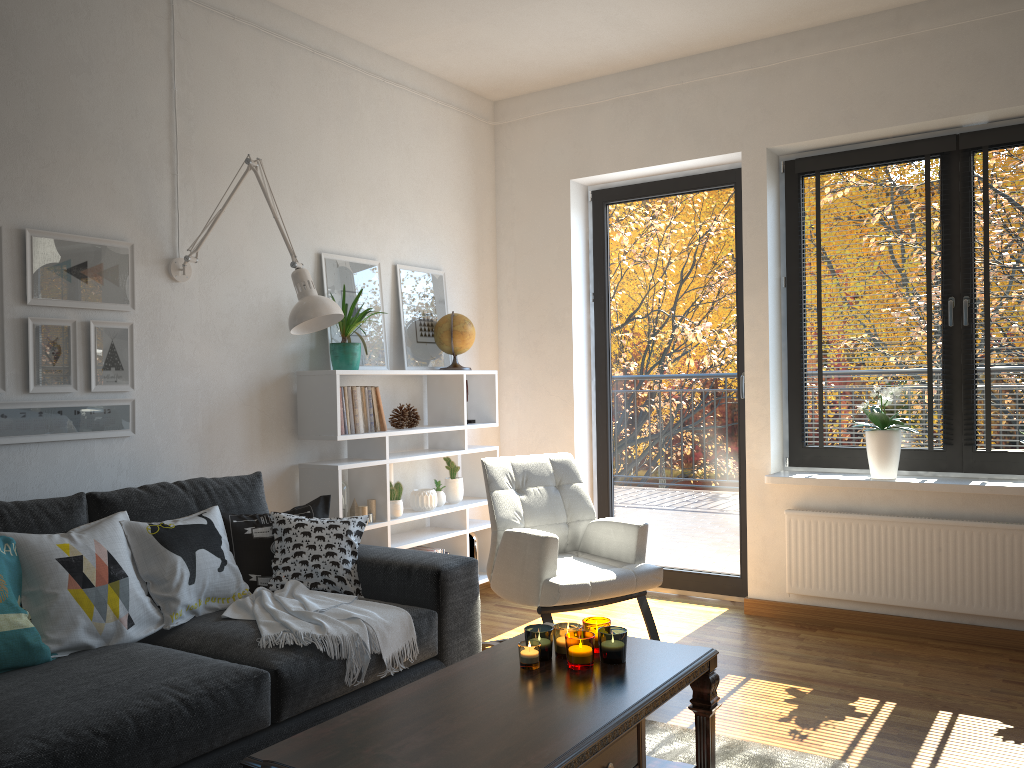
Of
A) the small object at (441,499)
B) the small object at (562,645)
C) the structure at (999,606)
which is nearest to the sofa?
the small object at (562,645)

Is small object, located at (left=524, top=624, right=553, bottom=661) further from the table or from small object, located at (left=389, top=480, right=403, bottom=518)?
small object, located at (left=389, top=480, right=403, bottom=518)

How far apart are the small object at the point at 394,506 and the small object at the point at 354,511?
0.2m

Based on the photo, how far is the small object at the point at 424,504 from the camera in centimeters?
425cm

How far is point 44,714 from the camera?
1.9m

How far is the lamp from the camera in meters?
3.1

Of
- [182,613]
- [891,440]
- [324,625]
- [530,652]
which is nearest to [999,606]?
[891,440]

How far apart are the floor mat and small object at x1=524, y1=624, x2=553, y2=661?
0.6m

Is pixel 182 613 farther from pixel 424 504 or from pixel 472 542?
pixel 472 542

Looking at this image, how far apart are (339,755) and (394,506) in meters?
2.3 m
